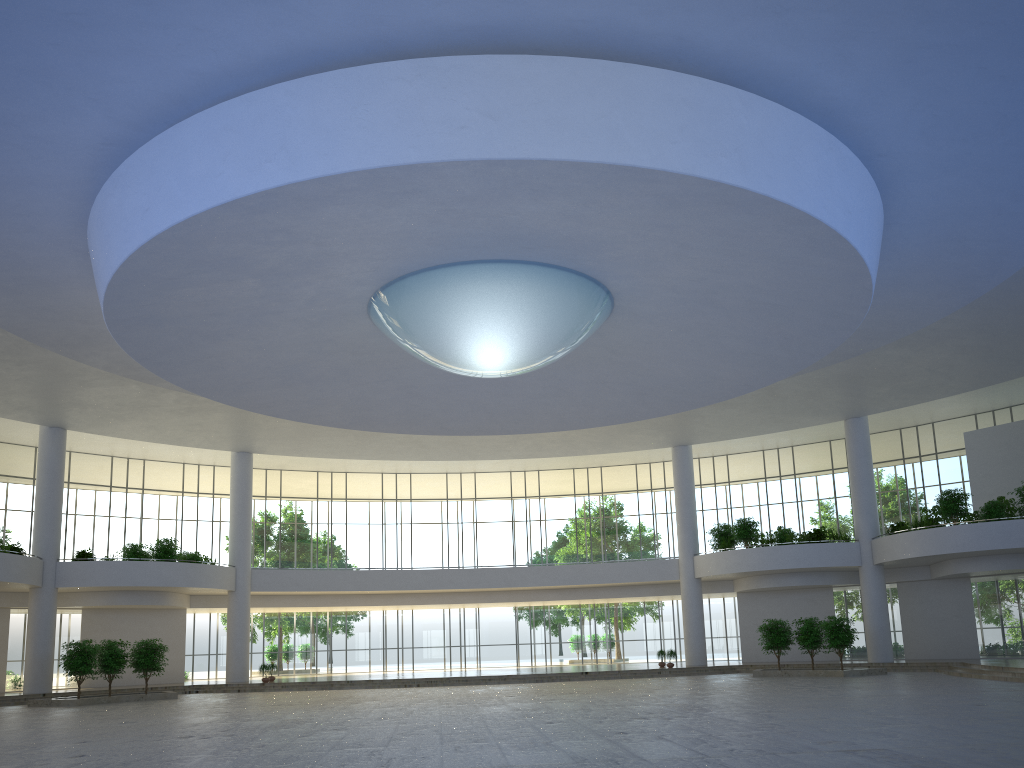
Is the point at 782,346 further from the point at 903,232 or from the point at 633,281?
the point at 633,281
